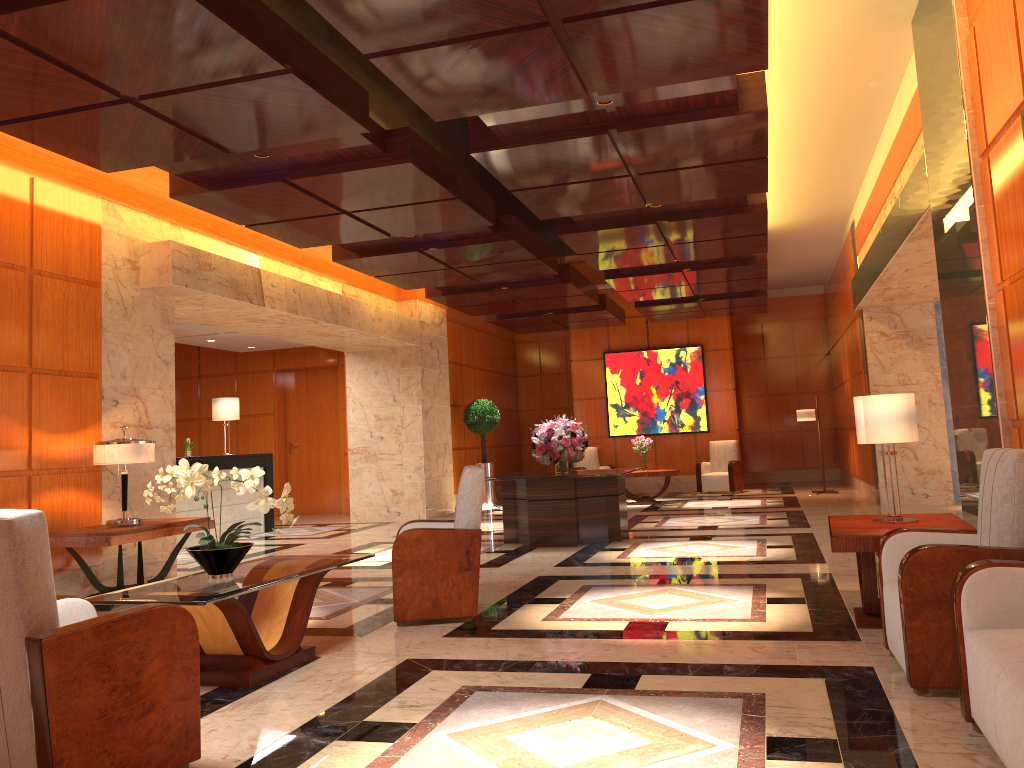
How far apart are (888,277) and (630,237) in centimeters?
295cm

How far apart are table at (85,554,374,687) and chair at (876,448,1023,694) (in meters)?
2.79

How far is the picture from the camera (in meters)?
17.47

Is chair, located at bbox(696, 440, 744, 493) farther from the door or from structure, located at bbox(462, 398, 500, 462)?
the door

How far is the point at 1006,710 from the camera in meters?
2.5 m

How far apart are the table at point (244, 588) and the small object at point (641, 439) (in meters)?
10.27

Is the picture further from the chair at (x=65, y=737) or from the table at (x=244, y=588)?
the chair at (x=65, y=737)

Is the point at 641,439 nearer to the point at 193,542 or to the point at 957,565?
the point at 193,542

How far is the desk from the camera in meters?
11.4

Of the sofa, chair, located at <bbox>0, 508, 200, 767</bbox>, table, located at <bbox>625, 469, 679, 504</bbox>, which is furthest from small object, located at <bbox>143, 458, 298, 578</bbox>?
table, located at <bbox>625, 469, 679, 504</bbox>
